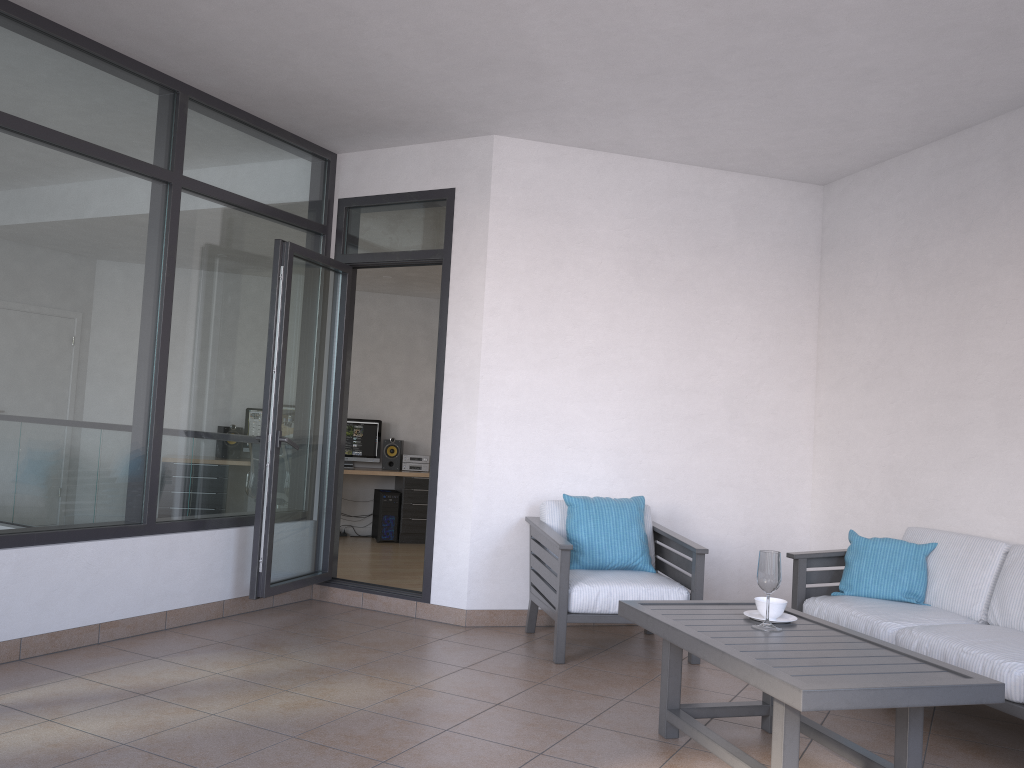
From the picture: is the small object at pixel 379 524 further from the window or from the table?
the table

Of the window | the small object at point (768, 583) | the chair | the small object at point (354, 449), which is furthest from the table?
the small object at point (354, 449)

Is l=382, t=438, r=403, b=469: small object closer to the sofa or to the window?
the window

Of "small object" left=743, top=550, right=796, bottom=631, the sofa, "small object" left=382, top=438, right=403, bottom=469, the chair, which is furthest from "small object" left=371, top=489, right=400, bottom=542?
"small object" left=743, top=550, right=796, bottom=631

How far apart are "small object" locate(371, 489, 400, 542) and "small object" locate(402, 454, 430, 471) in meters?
0.4 m

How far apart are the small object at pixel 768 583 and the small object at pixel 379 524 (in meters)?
6.19

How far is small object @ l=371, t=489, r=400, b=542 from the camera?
9.3 meters

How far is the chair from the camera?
4.45m

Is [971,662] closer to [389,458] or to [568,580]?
[568,580]

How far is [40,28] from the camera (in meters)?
4.01
